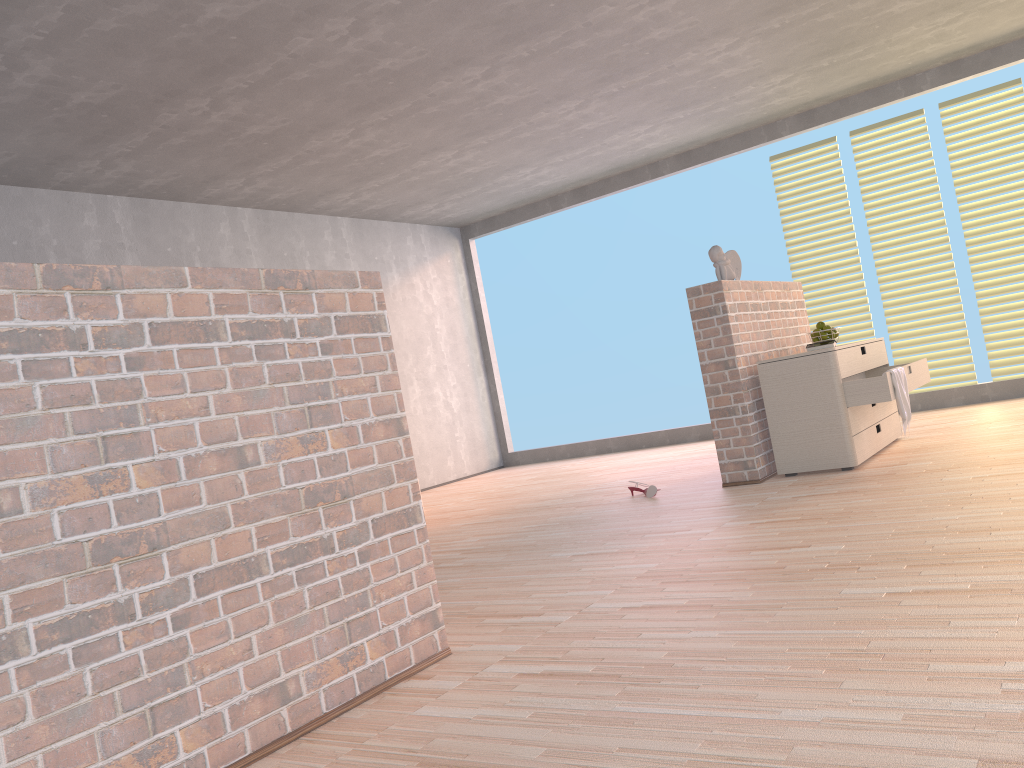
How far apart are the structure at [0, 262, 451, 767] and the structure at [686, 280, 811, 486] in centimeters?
257cm

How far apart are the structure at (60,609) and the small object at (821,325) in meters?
3.4 m

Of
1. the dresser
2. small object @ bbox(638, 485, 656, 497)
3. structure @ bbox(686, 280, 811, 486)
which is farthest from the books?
small object @ bbox(638, 485, 656, 497)

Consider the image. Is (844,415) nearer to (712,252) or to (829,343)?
(829,343)

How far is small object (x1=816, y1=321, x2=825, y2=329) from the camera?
5.11m

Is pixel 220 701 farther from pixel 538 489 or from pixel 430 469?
pixel 430 469

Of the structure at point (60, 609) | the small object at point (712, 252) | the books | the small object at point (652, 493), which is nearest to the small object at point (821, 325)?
the books

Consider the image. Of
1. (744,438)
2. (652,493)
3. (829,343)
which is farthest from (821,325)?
(652,493)

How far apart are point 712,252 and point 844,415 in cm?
111

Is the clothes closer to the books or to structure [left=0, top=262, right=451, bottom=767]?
the books
